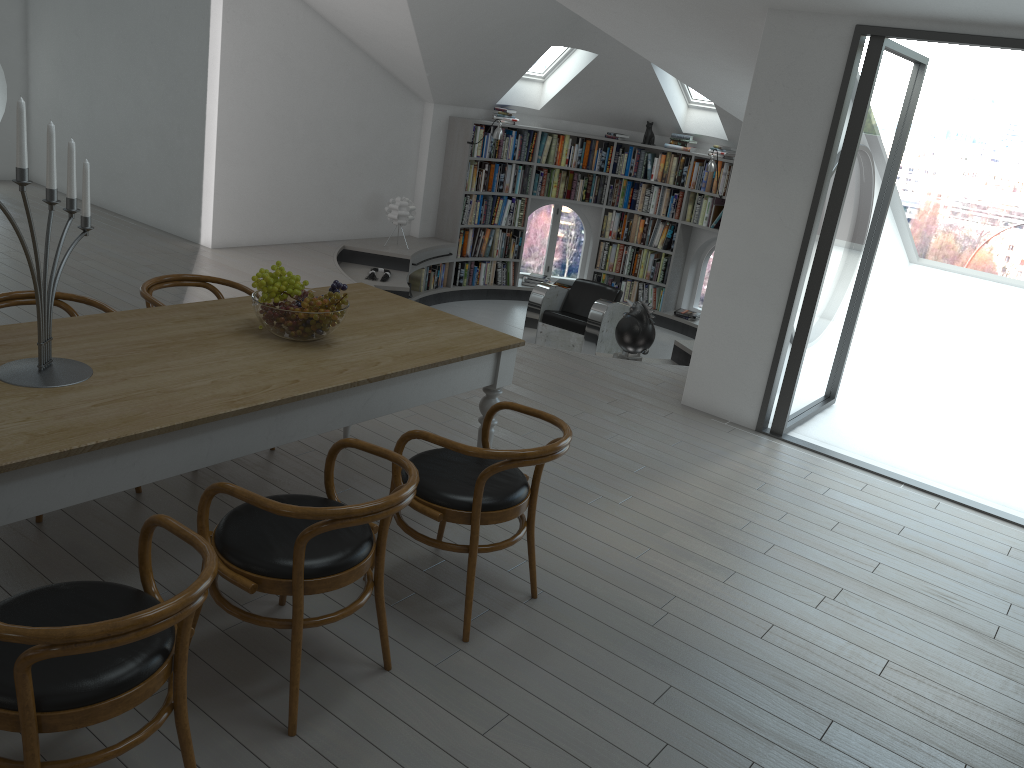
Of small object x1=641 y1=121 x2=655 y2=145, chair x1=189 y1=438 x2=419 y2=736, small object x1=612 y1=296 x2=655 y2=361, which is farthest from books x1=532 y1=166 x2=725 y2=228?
chair x1=189 y1=438 x2=419 y2=736

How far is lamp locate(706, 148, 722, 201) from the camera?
9.5m

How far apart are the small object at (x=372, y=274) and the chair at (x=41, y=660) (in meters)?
6.45

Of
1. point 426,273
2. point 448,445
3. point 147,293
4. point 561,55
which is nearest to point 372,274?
point 426,273

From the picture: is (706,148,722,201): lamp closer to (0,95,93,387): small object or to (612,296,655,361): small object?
(612,296,655,361): small object

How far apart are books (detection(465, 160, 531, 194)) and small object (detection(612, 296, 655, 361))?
3.6 meters

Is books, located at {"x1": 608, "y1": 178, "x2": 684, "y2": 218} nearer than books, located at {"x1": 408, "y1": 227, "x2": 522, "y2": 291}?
No

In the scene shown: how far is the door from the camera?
5.0 meters

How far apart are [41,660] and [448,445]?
1.39m

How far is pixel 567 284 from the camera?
10.9 meters
